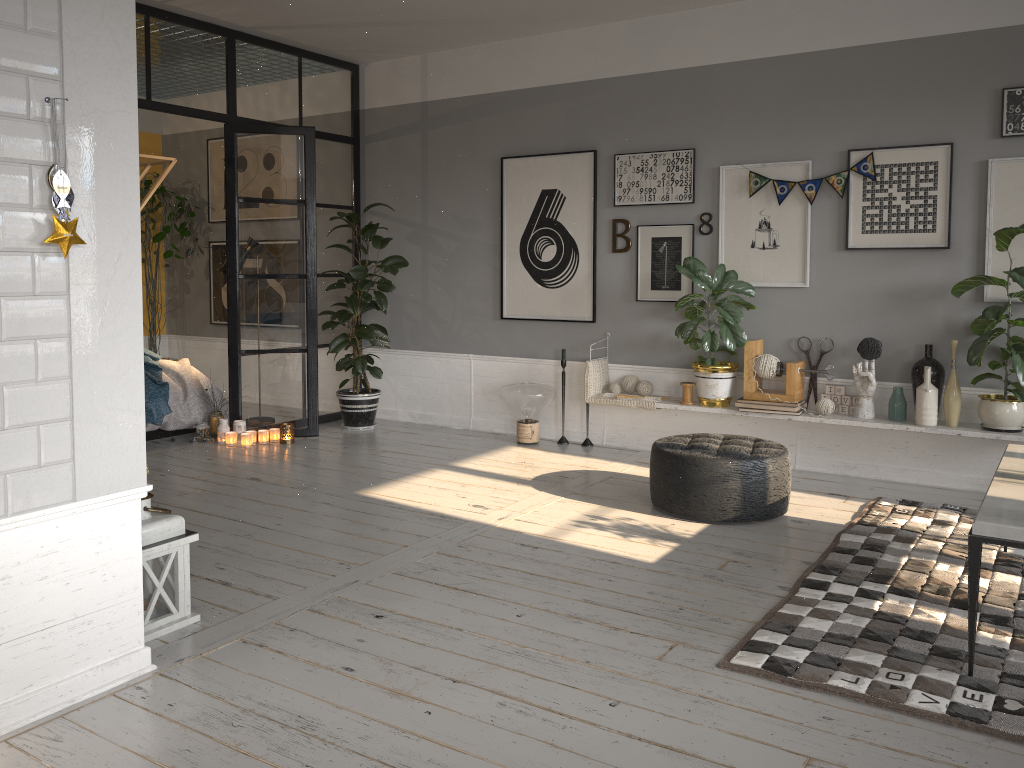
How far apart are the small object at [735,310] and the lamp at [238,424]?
3.2 meters

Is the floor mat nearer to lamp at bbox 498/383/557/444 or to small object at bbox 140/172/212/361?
lamp at bbox 498/383/557/444

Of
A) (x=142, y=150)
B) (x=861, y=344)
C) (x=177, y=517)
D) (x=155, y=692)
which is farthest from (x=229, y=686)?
(x=142, y=150)

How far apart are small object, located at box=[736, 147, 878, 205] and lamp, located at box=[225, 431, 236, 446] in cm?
393

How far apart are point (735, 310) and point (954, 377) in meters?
1.3 m

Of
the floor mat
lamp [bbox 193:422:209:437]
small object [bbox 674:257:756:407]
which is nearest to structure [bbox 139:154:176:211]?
the floor mat

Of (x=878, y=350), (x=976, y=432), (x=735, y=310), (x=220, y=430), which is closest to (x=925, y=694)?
(x=976, y=432)

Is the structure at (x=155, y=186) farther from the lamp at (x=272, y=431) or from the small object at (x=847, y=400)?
the small object at (x=847, y=400)

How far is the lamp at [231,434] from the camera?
6.3m

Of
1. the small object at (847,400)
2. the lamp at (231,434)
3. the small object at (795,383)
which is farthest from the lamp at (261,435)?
the small object at (847,400)
